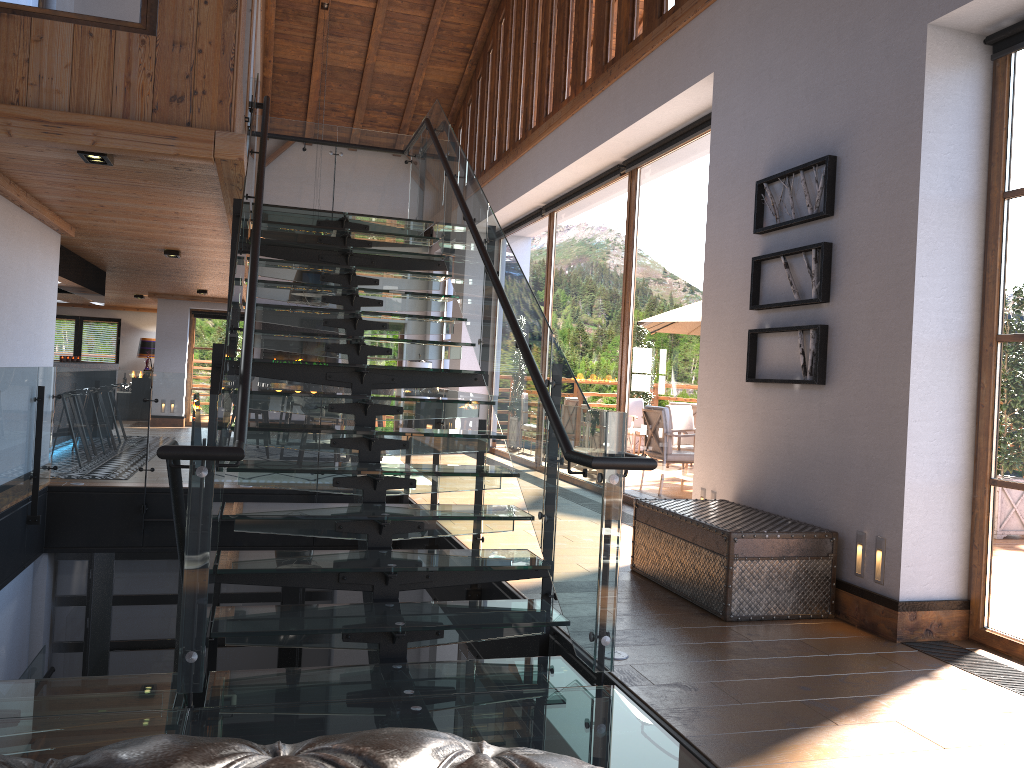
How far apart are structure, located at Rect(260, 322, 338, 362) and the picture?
12.0 meters

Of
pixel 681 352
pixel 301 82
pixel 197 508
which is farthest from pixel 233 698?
pixel 301 82

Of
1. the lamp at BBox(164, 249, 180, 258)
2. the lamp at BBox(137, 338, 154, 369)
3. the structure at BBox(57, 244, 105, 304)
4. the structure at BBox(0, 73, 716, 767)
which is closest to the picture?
the structure at BBox(0, 73, 716, 767)

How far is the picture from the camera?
5.0m

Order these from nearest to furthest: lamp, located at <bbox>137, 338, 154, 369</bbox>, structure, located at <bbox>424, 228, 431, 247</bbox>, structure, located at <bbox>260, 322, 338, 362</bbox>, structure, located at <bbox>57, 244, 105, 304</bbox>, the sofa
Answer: the sofa < structure, located at <bbox>57, 244, 105, 304</bbox> < structure, located at <bbox>260, 322, 338, 362</bbox> < structure, located at <bbox>424, 228, 431, 247</bbox> < lamp, located at <bbox>137, 338, 154, 369</bbox>

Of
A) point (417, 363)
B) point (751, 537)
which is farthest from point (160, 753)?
point (417, 363)

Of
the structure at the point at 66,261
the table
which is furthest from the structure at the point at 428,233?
the table

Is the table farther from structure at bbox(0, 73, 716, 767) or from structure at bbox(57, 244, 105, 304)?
structure at bbox(57, 244, 105, 304)

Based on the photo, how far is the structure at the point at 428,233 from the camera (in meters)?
17.23

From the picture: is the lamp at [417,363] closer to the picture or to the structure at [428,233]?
the structure at [428,233]
